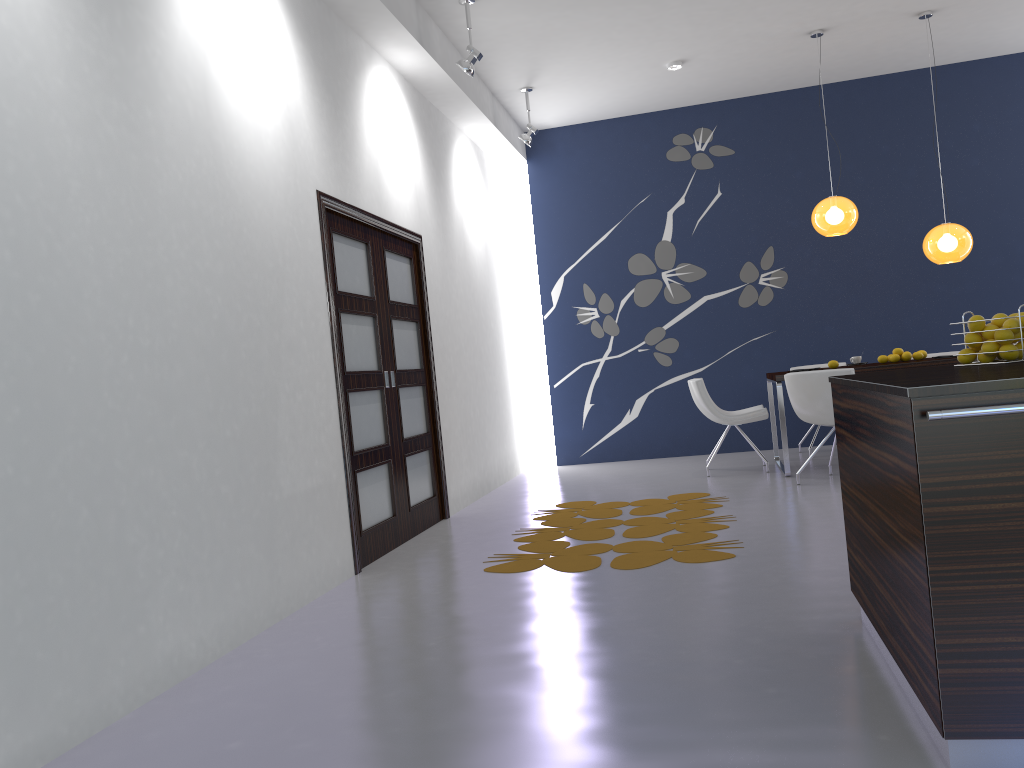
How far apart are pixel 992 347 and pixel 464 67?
4.1 meters

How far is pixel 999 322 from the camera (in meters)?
2.80

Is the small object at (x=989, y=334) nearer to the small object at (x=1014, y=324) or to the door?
the small object at (x=1014, y=324)

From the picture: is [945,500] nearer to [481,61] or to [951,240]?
[951,240]

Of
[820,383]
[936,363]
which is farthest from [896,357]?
[820,383]

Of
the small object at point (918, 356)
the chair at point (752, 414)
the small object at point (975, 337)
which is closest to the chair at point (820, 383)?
the chair at point (752, 414)

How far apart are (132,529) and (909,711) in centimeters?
243cm

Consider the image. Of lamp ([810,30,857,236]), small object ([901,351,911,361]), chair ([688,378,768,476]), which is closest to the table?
chair ([688,378,768,476])

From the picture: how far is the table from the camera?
6.5 meters

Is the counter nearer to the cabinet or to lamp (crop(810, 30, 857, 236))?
the cabinet
